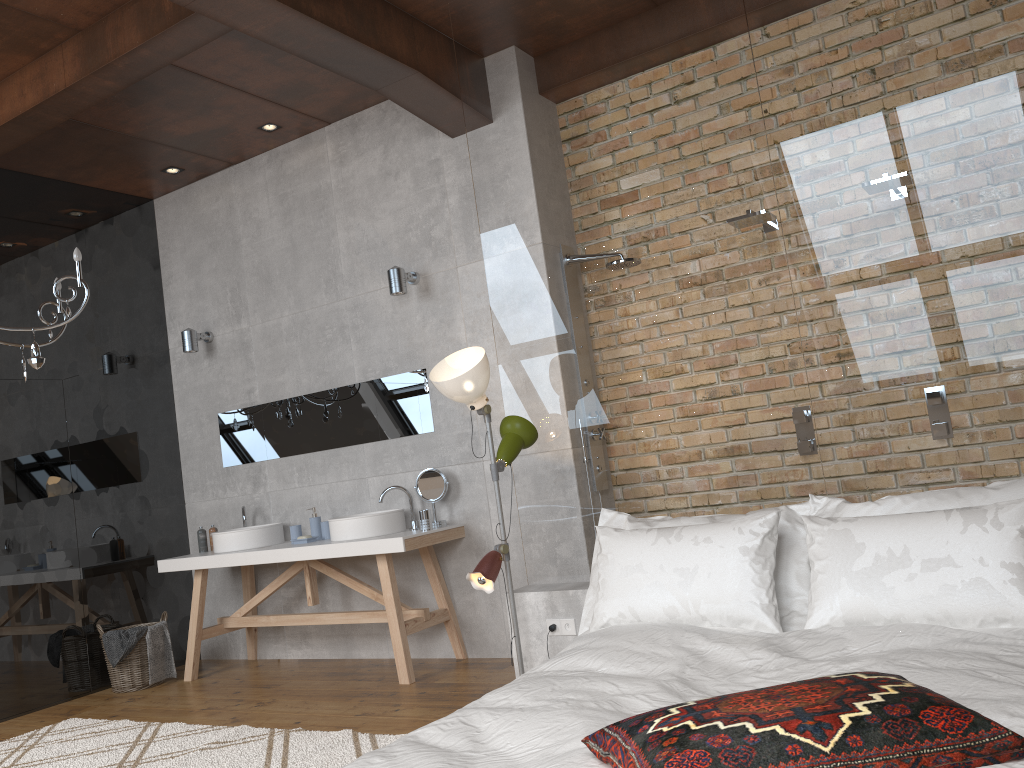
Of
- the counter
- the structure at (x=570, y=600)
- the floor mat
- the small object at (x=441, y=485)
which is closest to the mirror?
the small object at (x=441, y=485)

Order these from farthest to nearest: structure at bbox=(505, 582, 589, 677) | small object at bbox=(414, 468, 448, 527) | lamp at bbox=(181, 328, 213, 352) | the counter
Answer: lamp at bbox=(181, 328, 213, 352)
small object at bbox=(414, 468, 448, 527)
the counter
structure at bbox=(505, 582, 589, 677)

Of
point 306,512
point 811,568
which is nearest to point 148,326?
point 306,512

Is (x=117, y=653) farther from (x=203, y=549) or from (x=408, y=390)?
(x=408, y=390)

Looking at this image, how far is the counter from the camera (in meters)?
4.71

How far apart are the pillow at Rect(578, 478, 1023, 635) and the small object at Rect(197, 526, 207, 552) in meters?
3.3 m

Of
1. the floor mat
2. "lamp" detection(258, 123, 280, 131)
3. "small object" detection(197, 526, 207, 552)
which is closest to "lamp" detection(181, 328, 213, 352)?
"small object" detection(197, 526, 207, 552)

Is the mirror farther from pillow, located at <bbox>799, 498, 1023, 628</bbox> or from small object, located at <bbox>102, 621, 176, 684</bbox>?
pillow, located at <bbox>799, 498, 1023, 628</bbox>

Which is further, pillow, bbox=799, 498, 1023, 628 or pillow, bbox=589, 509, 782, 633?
pillow, bbox=589, 509, 782, 633

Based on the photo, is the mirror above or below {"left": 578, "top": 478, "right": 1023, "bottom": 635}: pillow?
above
